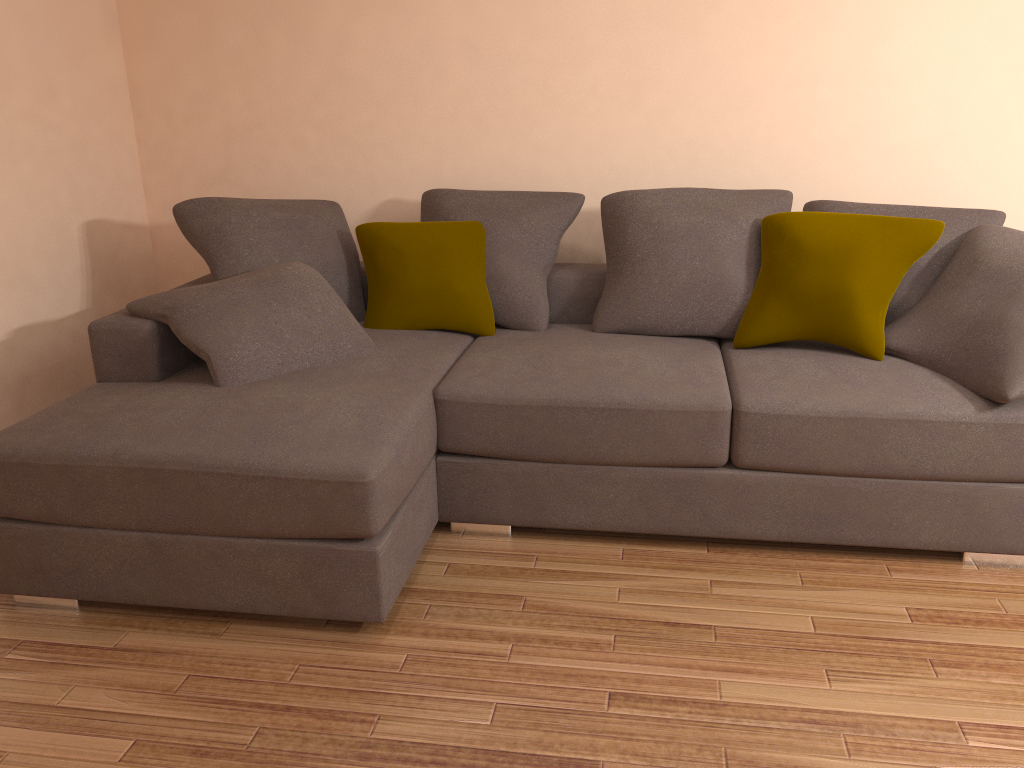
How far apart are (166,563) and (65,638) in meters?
0.4 m

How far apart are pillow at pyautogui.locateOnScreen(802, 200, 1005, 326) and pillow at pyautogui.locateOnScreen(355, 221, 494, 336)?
1.4m

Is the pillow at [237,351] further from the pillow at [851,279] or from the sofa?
the pillow at [851,279]

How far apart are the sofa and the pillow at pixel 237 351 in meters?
0.0

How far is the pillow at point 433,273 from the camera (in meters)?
3.63

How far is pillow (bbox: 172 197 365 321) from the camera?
3.6 meters

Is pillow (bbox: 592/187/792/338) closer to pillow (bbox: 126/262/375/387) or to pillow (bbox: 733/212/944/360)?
pillow (bbox: 733/212/944/360)

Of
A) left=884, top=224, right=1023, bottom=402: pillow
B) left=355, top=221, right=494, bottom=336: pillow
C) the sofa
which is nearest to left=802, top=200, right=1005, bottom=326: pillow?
left=884, top=224, right=1023, bottom=402: pillow

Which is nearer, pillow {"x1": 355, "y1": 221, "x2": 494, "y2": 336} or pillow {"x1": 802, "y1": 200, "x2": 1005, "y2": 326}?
pillow {"x1": 802, "y1": 200, "x2": 1005, "y2": 326}

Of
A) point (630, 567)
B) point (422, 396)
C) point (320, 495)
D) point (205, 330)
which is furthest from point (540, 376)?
point (205, 330)
